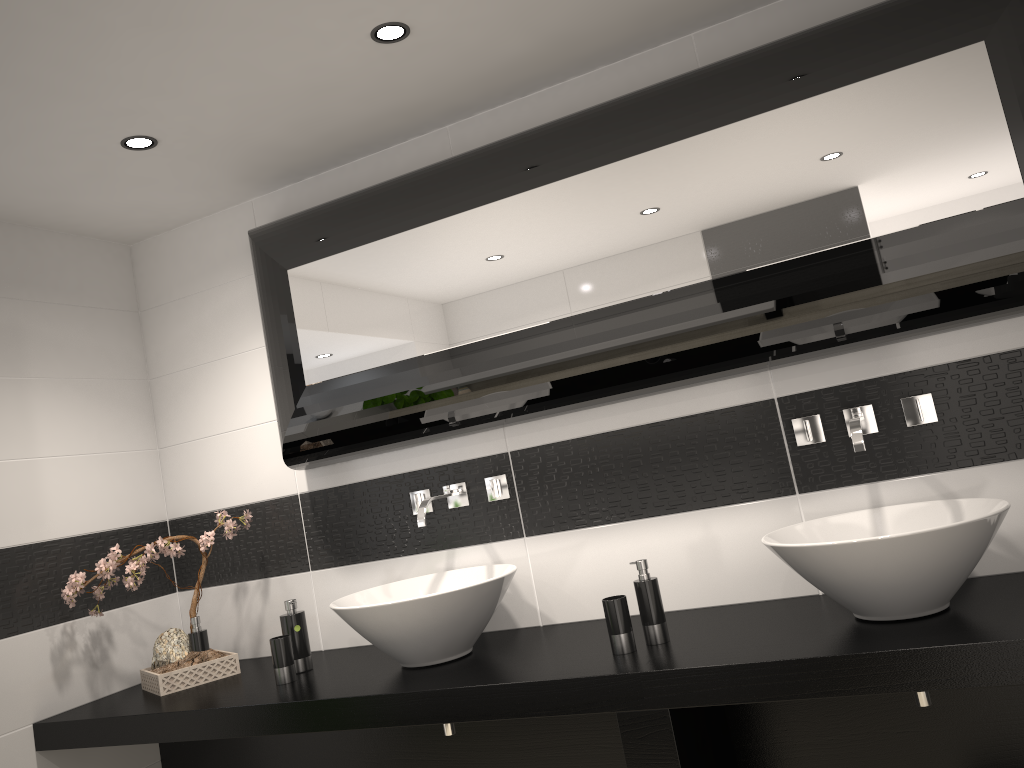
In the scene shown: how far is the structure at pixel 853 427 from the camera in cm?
223

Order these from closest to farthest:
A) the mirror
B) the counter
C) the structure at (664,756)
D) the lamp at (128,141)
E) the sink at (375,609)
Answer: the counter → the structure at (664,756) → the mirror → the sink at (375,609) → the lamp at (128,141)

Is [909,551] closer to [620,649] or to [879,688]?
[879,688]

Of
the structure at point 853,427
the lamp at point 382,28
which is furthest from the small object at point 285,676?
the lamp at point 382,28

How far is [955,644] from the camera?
1.8 meters

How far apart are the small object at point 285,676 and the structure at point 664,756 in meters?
1.1

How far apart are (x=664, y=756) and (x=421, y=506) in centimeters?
108cm

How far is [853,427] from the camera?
2.23m

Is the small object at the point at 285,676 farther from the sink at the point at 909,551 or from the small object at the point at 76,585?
the sink at the point at 909,551

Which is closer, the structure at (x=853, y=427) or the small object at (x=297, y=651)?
the structure at (x=853, y=427)
